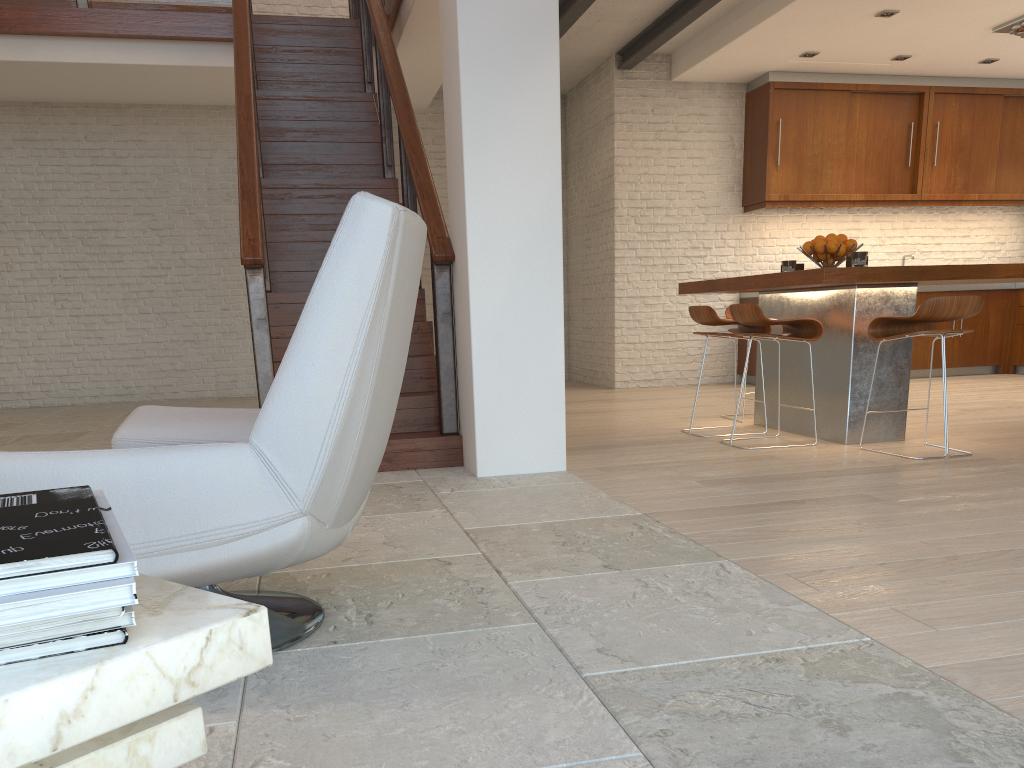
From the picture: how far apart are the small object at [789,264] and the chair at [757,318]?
0.6 meters

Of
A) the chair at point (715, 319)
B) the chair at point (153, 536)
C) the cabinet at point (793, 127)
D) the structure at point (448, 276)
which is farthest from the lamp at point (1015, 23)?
the chair at point (153, 536)

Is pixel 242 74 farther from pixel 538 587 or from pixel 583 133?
pixel 583 133

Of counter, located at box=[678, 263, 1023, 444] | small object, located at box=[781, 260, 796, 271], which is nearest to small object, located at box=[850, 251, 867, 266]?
counter, located at box=[678, 263, 1023, 444]

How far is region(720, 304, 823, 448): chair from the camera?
4.74m

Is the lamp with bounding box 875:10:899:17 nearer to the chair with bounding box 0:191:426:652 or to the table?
the chair with bounding box 0:191:426:652

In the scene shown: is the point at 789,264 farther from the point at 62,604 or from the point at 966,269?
the point at 62,604

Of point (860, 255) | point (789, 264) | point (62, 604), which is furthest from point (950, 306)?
point (62, 604)

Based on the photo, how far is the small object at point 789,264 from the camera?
5.46m

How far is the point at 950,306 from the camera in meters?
4.2 m
